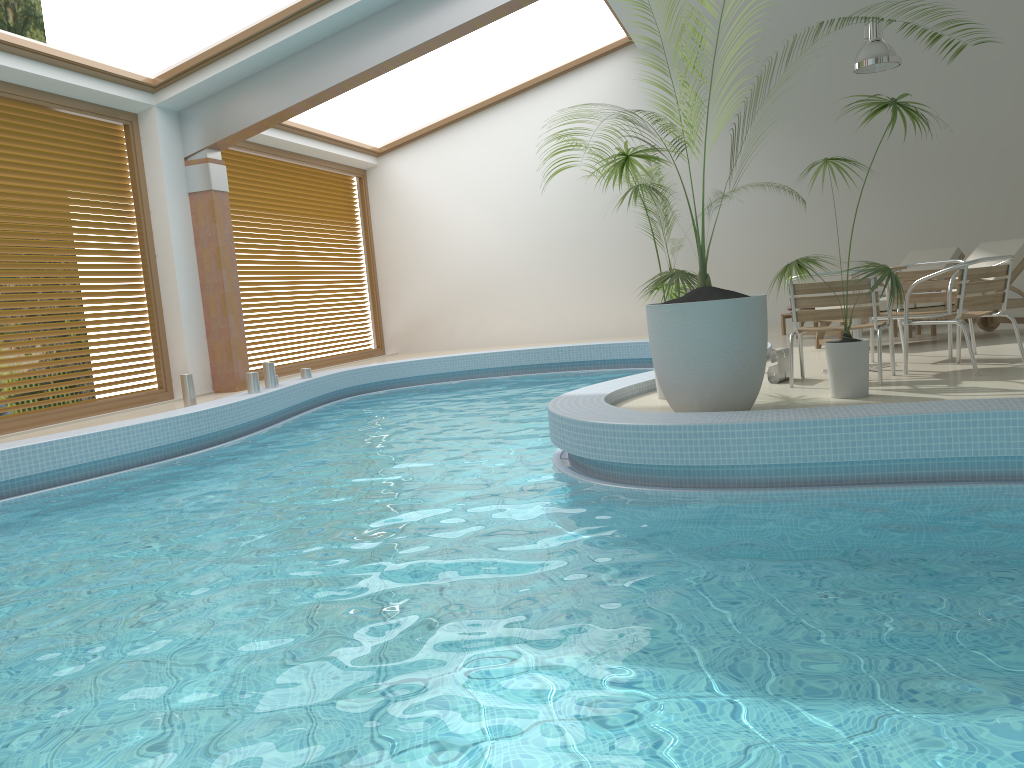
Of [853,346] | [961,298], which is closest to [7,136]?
[853,346]

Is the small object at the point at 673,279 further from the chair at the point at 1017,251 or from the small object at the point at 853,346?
the chair at the point at 1017,251

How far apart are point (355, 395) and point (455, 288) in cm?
388

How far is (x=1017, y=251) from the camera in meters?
7.8

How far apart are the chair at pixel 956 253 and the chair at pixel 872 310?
4.6m

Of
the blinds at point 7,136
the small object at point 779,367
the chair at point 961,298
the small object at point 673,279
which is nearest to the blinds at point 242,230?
the blinds at point 7,136

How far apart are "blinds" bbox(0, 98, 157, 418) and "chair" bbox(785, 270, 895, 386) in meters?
6.6 m

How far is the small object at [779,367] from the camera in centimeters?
611cm

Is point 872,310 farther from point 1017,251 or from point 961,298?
point 1017,251

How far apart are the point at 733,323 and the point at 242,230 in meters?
8.4
